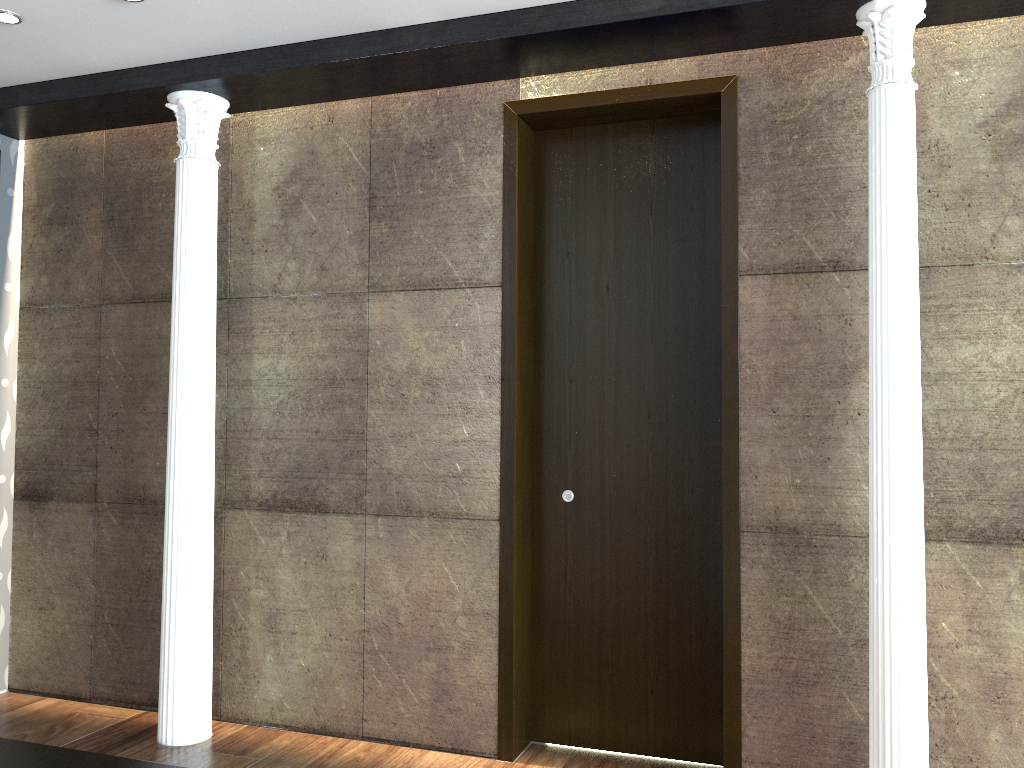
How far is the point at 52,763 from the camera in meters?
1.8 m

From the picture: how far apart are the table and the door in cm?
209

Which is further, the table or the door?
the door

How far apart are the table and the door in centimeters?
209cm

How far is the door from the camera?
3.7m

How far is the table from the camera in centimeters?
178cm

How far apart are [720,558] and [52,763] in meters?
2.6 m

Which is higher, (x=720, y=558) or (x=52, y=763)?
(x=720, y=558)
